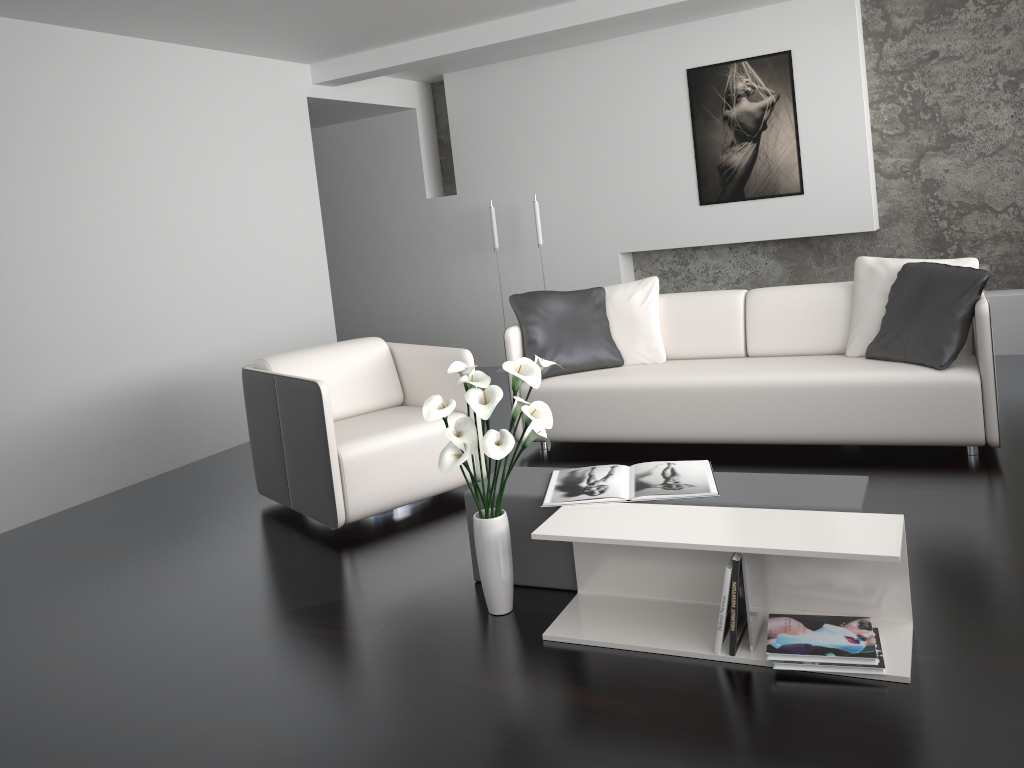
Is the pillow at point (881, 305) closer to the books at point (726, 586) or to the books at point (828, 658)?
the books at point (828, 658)

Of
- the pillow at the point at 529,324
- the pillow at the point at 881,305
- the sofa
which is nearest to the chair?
the sofa

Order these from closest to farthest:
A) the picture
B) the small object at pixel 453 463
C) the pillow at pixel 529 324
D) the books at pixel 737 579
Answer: the books at pixel 737 579 < the small object at pixel 453 463 < the pillow at pixel 529 324 < the picture

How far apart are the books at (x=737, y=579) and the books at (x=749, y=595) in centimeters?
2cm

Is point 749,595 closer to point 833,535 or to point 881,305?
point 833,535

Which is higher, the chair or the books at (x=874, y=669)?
the chair

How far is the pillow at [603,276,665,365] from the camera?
4.7m

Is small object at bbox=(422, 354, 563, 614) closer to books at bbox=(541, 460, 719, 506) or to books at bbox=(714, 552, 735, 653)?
books at bbox=(541, 460, 719, 506)

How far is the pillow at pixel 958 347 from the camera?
3.73m

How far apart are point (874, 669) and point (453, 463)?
1.22m
